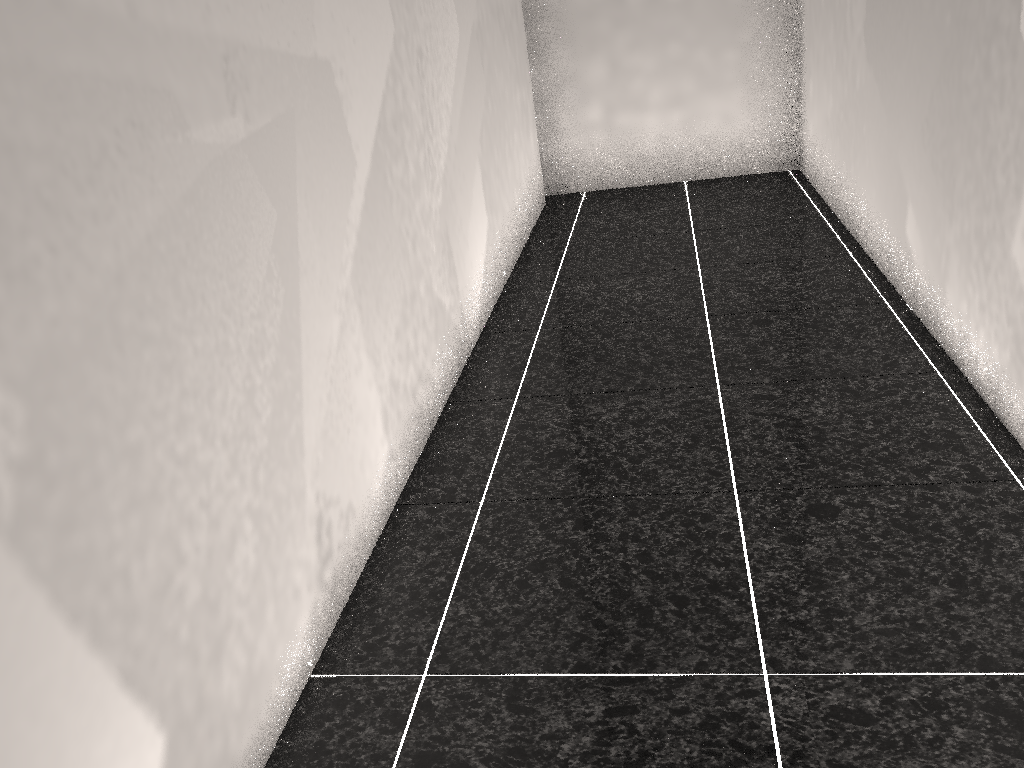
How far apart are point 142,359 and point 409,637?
0.8m
